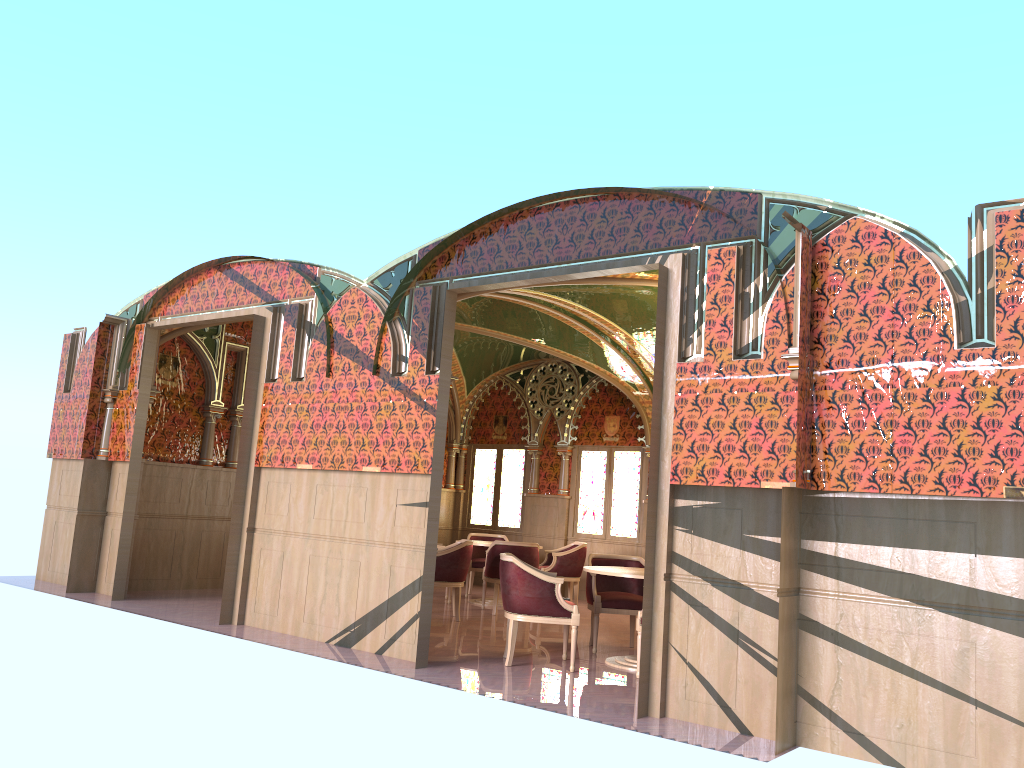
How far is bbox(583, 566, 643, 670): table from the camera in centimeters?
722cm

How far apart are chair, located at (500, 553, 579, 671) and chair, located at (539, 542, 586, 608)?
4.0m

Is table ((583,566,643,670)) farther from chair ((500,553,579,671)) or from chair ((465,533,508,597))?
chair ((465,533,508,597))

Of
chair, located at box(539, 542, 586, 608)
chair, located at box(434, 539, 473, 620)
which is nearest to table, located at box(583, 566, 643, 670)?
chair, located at box(434, 539, 473, 620)

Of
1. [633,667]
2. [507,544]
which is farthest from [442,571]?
[633,667]

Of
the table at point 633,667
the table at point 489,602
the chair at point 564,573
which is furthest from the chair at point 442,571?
the table at point 633,667

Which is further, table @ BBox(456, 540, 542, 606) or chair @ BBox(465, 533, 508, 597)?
chair @ BBox(465, 533, 508, 597)

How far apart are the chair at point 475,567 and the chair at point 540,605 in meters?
4.7 m

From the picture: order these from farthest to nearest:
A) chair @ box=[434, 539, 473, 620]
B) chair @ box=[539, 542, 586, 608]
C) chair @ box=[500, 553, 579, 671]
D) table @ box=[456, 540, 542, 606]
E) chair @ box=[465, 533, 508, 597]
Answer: chair @ box=[465, 533, 508, 597] → chair @ box=[539, 542, 586, 608] → table @ box=[456, 540, 542, 606] → chair @ box=[434, 539, 473, 620] → chair @ box=[500, 553, 579, 671]

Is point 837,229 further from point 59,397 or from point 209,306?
point 59,397
